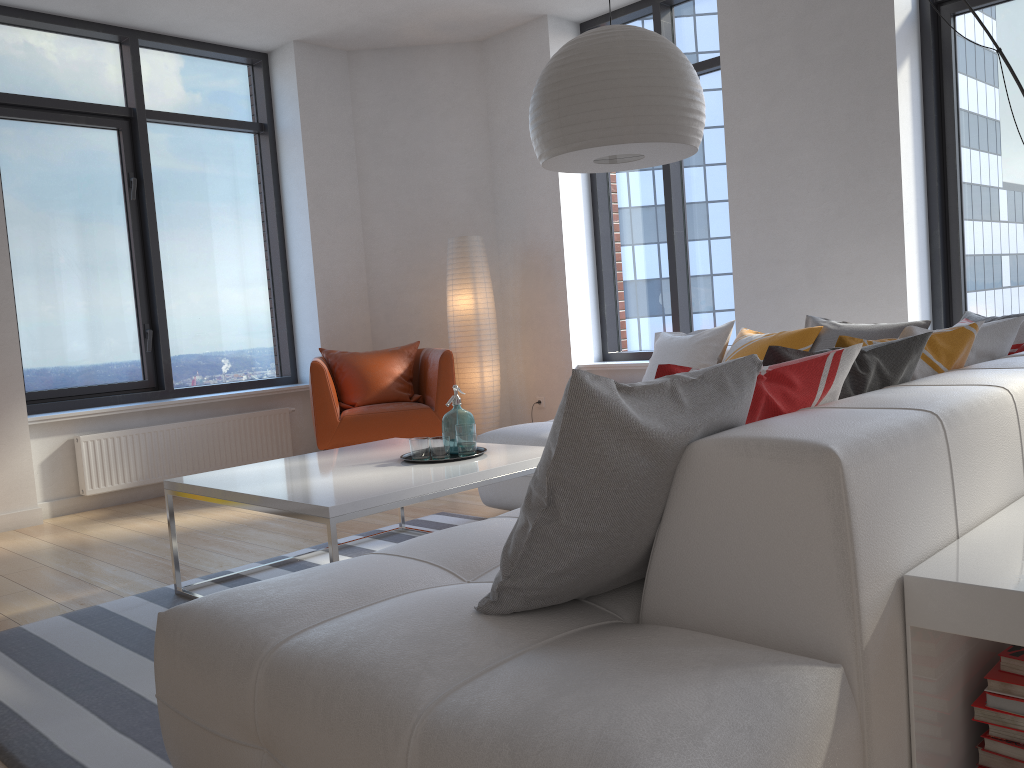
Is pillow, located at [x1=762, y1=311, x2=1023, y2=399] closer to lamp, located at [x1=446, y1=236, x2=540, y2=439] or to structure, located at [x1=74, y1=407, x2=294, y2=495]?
lamp, located at [x1=446, y1=236, x2=540, y2=439]

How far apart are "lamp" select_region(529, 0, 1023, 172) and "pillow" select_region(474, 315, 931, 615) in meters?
1.2 m

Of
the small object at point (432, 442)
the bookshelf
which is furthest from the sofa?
the small object at point (432, 442)

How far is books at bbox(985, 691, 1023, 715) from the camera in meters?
1.5 m

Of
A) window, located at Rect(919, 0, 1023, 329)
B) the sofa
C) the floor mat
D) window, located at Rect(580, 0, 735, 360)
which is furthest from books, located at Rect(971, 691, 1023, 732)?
window, located at Rect(580, 0, 735, 360)

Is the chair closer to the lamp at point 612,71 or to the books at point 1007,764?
the lamp at point 612,71

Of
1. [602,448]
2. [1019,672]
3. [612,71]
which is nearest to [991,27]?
[612,71]

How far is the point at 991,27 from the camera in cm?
458

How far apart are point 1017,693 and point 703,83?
5.0m

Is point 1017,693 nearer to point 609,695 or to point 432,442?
point 609,695
